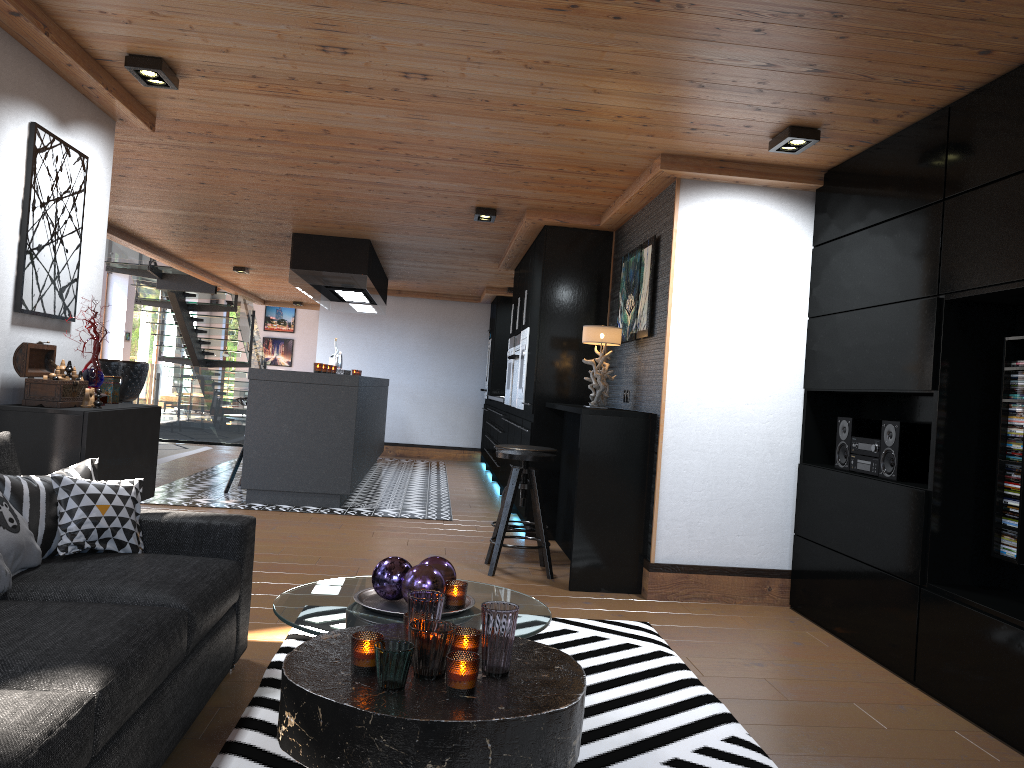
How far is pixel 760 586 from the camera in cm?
484

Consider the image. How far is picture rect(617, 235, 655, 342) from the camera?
5.23m

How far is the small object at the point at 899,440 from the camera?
3.9 meters

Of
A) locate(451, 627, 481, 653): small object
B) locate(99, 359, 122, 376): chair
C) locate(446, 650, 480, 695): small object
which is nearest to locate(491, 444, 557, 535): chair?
locate(451, 627, 481, 653): small object

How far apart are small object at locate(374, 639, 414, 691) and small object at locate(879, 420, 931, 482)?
2.7 meters

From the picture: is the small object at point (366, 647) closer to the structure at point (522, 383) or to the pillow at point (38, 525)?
the pillow at point (38, 525)

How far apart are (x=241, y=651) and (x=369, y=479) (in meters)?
6.37

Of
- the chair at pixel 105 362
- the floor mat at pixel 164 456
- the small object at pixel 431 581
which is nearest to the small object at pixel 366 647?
the small object at pixel 431 581

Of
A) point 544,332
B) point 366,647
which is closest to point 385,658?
point 366,647

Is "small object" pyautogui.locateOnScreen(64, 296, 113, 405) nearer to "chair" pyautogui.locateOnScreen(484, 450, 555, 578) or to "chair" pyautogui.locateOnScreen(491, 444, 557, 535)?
"chair" pyautogui.locateOnScreen(484, 450, 555, 578)
